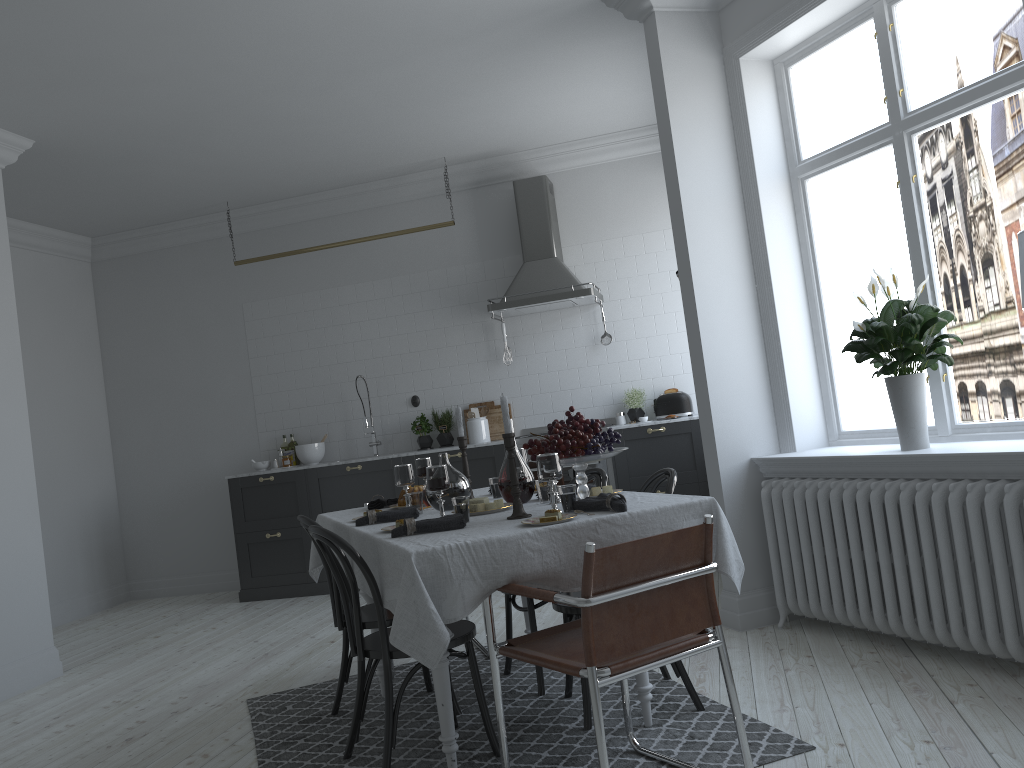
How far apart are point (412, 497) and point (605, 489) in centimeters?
82cm

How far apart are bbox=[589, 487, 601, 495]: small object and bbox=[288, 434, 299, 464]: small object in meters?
4.8 m

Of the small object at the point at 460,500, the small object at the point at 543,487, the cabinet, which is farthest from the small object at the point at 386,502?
the cabinet

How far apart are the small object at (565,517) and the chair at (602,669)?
0.3m

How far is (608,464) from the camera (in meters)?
6.58

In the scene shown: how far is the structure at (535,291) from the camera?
6.77m

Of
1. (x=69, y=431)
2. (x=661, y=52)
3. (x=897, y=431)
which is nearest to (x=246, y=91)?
(x=661, y=52)

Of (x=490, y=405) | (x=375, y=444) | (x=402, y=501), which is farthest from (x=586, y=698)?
(x=375, y=444)

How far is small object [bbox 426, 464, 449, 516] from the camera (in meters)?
3.22

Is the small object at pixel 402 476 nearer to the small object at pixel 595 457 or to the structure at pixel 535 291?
the small object at pixel 595 457
